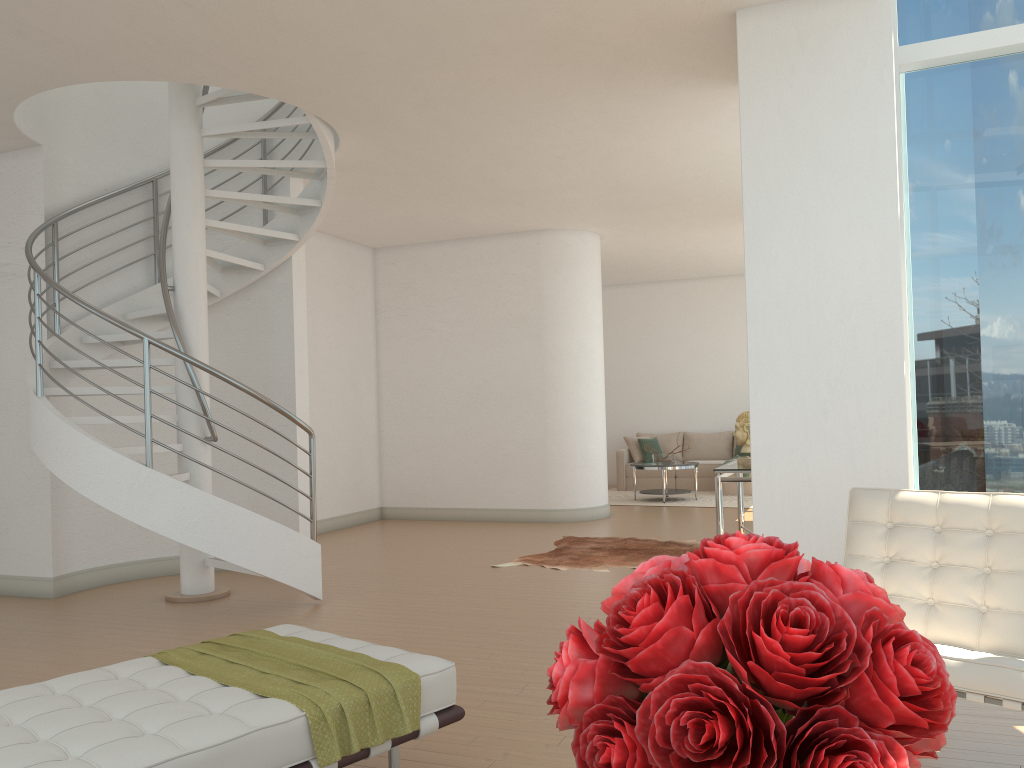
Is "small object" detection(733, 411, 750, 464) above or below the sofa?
above

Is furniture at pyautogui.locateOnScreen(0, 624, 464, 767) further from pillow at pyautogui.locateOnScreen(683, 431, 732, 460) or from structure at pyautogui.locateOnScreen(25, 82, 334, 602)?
pillow at pyautogui.locateOnScreen(683, 431, 732, 460)

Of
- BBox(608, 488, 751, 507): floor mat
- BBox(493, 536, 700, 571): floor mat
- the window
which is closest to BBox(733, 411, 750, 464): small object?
BBox(493, 536, 700, 571): floor mat

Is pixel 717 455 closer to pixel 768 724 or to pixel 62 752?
pixel 62 752

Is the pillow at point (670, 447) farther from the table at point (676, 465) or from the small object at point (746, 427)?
the small object at point (746, 427)

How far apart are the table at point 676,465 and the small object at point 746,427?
4.44m

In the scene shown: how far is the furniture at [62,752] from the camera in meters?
2.2

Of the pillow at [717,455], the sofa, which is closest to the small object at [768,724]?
the sofa

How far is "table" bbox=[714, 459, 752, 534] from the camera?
6.90m

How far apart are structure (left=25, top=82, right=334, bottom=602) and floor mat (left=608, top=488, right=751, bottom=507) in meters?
6.4
